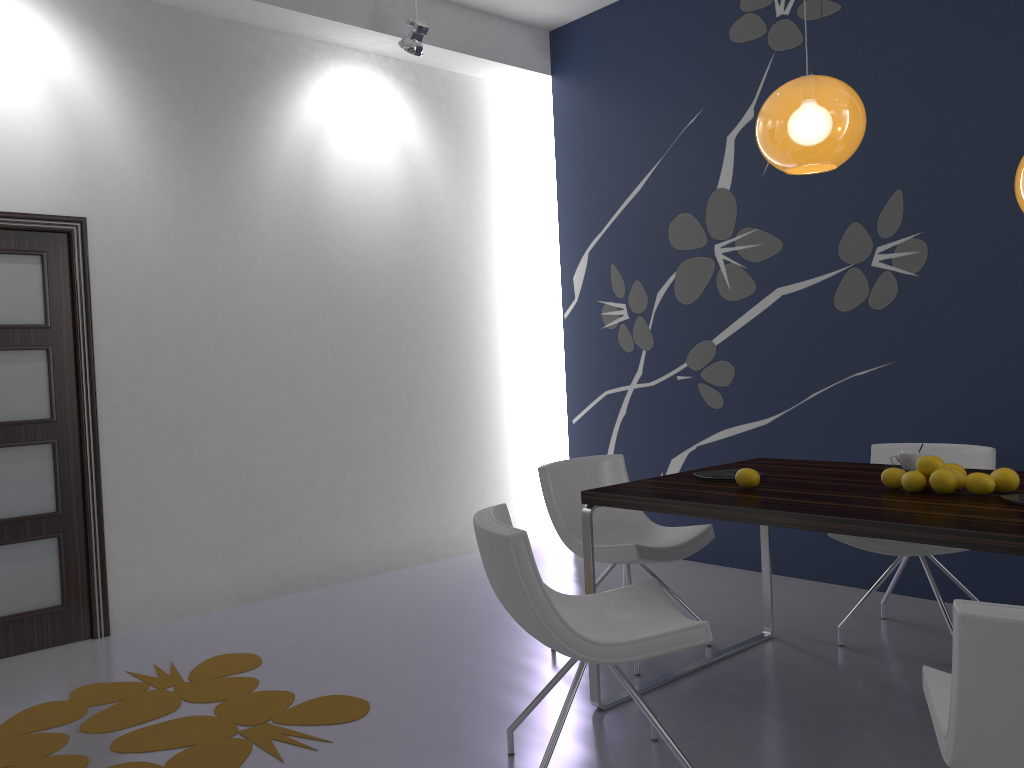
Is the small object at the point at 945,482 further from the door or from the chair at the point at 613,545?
the door

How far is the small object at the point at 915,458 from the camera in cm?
317

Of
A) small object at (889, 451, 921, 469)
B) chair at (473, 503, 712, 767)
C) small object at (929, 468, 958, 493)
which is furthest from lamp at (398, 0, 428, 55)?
small object at (929, 468, 958, 493)

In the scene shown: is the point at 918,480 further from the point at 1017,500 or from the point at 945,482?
the point at 1017,500

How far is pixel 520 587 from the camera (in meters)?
2.34

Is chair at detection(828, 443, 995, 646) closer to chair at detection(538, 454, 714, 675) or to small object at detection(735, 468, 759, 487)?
chair at detection(538, 454, 714, 675)

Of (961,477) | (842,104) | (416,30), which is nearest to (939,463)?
(961,477)

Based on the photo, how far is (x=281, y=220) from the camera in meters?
5.0

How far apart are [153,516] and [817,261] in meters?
3.7 m

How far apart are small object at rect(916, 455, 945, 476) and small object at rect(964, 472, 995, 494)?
0.1 meters
